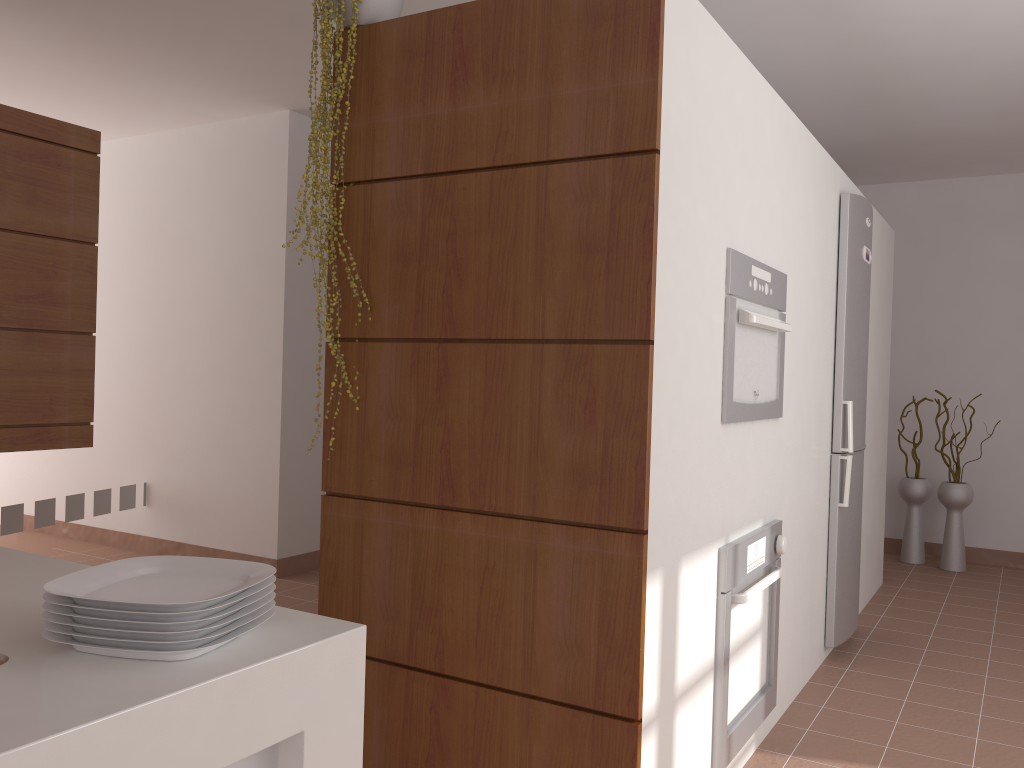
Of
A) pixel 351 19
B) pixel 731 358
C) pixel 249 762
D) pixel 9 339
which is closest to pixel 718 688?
pixel 731 358

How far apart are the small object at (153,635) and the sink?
0.1m

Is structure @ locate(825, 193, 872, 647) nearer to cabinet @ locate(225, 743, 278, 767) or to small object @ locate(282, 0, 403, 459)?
small object @ locate(282, 0, 403, 459)

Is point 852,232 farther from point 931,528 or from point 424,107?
point 931,528

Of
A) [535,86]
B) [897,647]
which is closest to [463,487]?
[535,86]

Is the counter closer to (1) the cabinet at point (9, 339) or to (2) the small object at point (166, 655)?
(2) the small object at point (166, 655)

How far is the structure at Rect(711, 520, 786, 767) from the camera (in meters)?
2.31

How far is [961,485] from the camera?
5.40m

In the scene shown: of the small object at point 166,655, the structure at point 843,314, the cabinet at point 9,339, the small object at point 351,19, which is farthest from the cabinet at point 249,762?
the structure at point 843,314

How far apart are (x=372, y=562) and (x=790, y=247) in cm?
168
